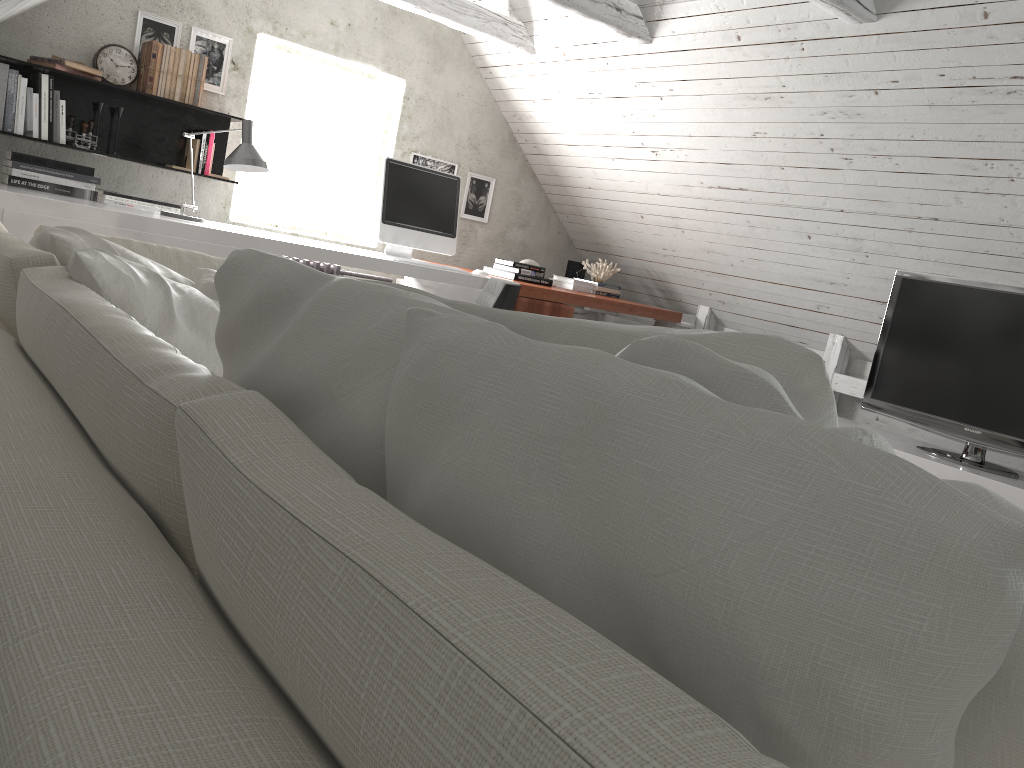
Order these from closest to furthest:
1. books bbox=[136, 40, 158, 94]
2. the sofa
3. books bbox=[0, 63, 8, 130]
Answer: the sofa, books bbox=[0, 63, 8, 130], books bbox=[136, 40, 158, 94]

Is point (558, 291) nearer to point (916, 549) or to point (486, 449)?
point (486, 449)

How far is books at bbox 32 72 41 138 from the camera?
3.99m

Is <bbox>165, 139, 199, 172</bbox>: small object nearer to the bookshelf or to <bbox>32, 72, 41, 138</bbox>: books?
the bookshelf

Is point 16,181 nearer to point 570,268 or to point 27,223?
point 27,223

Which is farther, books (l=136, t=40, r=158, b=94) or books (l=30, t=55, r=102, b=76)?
books (l=136, t=40, r=158, b=94)

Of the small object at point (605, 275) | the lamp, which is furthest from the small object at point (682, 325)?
the lamp

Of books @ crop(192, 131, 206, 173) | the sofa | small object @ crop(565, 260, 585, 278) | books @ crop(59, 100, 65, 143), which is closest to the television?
small object @ crop(565, 260, 585, 278)

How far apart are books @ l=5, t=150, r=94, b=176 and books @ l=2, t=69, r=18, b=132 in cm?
19

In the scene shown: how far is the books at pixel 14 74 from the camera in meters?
3.9 m
